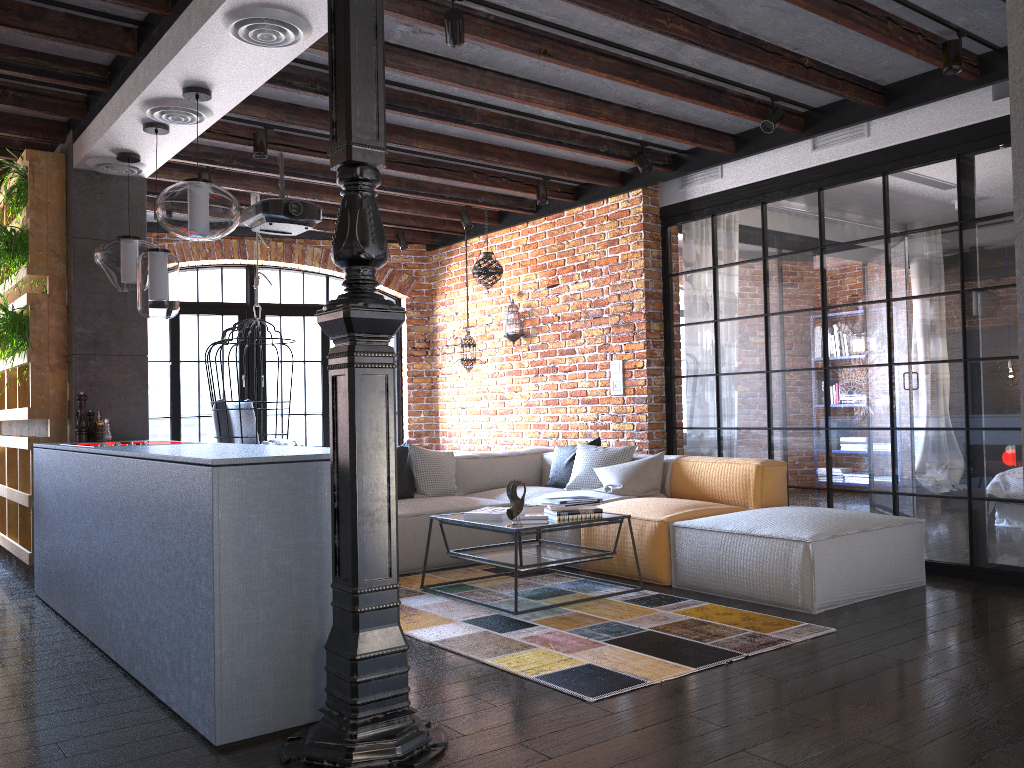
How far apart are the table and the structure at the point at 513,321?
2.7m

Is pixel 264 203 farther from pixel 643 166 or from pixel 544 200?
pixel 643 166

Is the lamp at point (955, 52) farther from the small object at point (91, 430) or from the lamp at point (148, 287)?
the small object at point (91, 430)

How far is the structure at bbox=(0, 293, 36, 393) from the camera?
5.1 meters

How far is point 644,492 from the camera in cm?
565

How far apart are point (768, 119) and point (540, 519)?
2.59m

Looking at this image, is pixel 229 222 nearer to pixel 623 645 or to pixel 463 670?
pixel 463 670

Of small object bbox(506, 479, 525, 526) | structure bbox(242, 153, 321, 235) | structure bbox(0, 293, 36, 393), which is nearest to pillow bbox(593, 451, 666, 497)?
small object bbox(506, 479, 525, 526)

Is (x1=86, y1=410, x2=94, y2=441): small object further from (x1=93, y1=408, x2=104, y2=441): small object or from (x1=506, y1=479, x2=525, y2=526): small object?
(x1=506, y1=479, x2=525, y2=526): small object

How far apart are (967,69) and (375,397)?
3.7m
